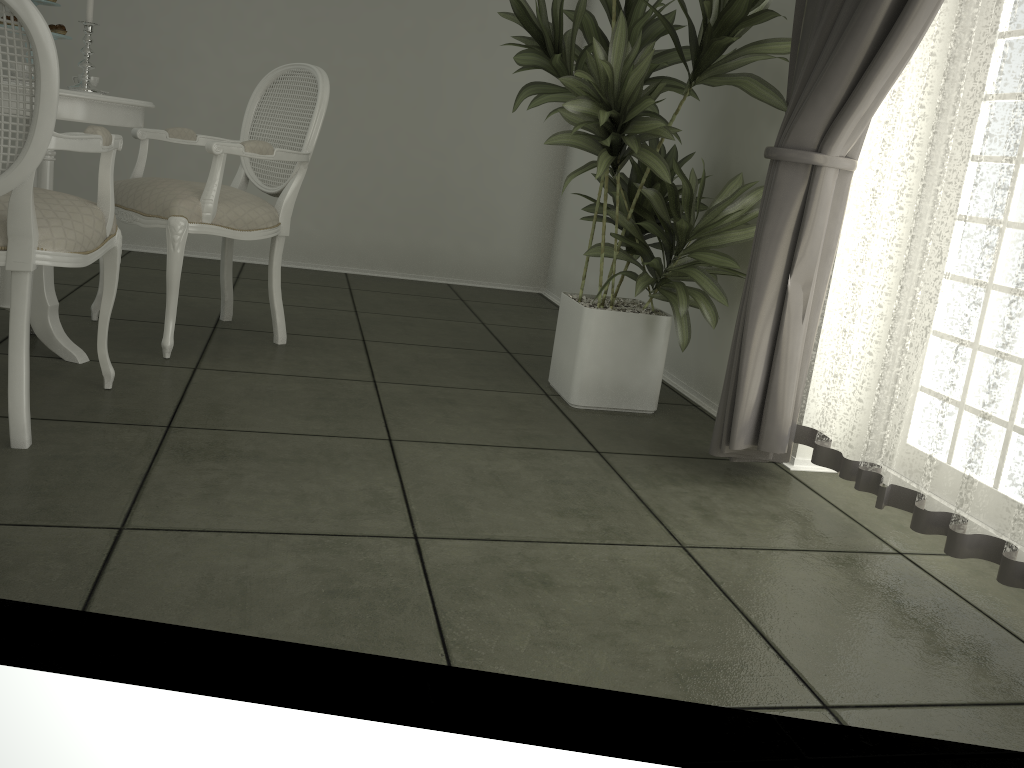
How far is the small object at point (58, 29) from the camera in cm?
258

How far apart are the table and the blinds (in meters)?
1.81

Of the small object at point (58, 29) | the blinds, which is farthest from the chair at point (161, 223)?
the blinds

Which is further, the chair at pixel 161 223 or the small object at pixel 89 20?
the chair at pixel 161 223

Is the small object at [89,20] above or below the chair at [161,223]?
above

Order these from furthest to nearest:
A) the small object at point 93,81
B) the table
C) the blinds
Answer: the small object at point 93,81 < the table < the blinds

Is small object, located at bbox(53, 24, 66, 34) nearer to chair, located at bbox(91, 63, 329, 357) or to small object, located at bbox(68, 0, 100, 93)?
small object, located at bbox(68, 0, 100, 93)

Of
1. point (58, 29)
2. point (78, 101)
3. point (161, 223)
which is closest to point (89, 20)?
point (58, 29)

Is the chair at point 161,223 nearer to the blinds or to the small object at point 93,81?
the small object at point 93,81

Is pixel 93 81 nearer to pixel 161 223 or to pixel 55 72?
pixel 161 223
